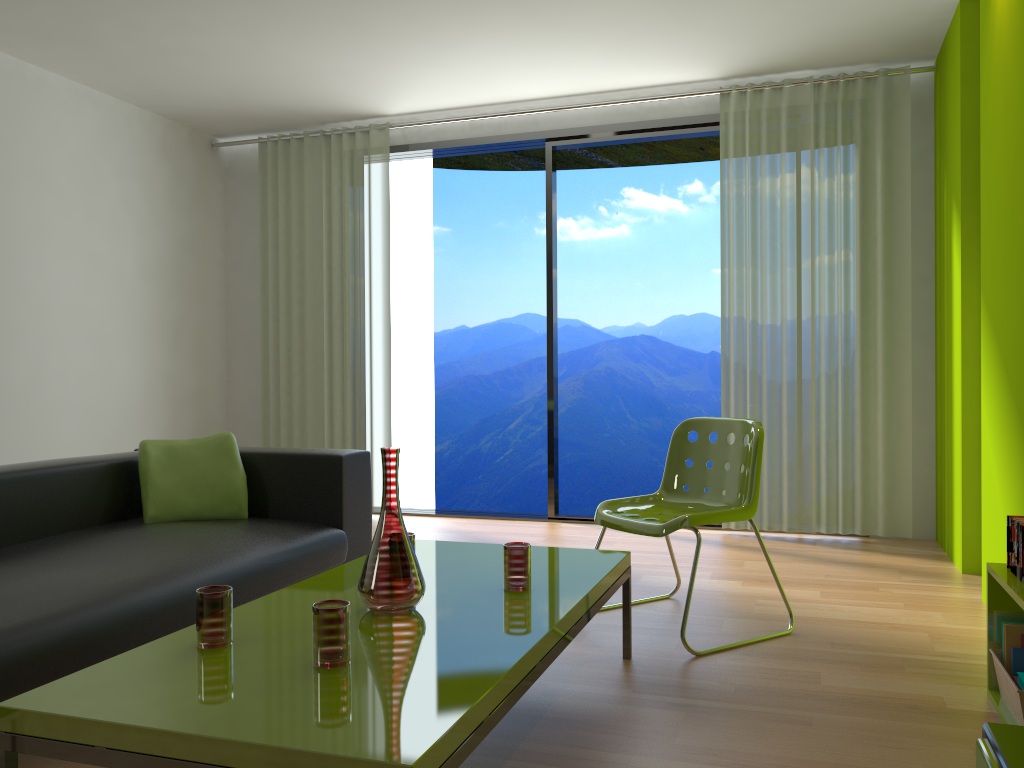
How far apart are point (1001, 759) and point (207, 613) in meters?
1.5 m

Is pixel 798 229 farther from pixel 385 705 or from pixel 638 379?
pixel 638 379

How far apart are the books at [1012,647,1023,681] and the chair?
0.8 meters

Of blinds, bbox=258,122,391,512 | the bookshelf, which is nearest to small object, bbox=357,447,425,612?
the bookshelf

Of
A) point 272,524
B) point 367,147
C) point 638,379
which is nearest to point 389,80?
point 367,147

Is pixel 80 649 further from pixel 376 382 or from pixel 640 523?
pixel 376 382

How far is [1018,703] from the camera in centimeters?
219cm

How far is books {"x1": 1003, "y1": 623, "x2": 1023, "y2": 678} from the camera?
2.4 meters

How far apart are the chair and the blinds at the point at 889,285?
1.7m

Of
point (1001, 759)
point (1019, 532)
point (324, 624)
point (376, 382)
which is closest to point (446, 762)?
point (324, 624)
